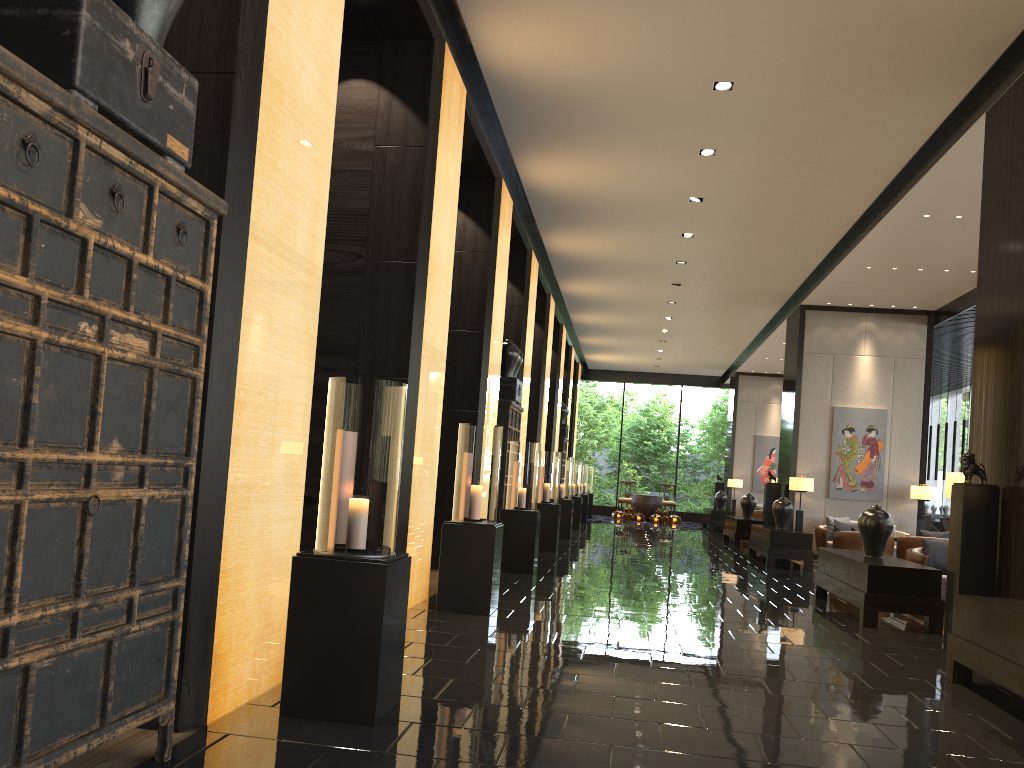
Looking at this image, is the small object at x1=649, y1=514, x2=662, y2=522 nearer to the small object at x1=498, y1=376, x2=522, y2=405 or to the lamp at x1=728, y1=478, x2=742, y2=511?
the lamp at x1=728, y1=478, x2=742, y2=511

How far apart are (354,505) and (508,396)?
7.37m

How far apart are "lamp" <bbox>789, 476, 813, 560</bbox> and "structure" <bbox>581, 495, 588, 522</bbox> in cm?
743

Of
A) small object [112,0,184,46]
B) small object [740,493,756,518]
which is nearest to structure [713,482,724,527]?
small object [740,493,756,518]

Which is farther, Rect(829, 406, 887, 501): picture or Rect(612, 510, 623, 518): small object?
Rect(612, 510, 623, 518): small object

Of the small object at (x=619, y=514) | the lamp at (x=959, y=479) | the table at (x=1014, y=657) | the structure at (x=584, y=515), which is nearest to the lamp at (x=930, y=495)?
the lamp at (x=959, y=479)

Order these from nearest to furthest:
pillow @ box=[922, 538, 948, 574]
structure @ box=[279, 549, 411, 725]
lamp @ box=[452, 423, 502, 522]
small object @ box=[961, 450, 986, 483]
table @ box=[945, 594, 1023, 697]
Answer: structure @ box=[279, 549, 411, 725], table @ box=[945, 594, 1023, 697], small object @ box=[961, 450, 986, 483], lamp @ box=[452, 423, 502, 522], pillow @ box=[922, 538, 948, 574]

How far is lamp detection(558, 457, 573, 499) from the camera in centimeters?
1519cm

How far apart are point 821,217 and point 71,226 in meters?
9.9

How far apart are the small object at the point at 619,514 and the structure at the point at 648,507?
0.5 meters
